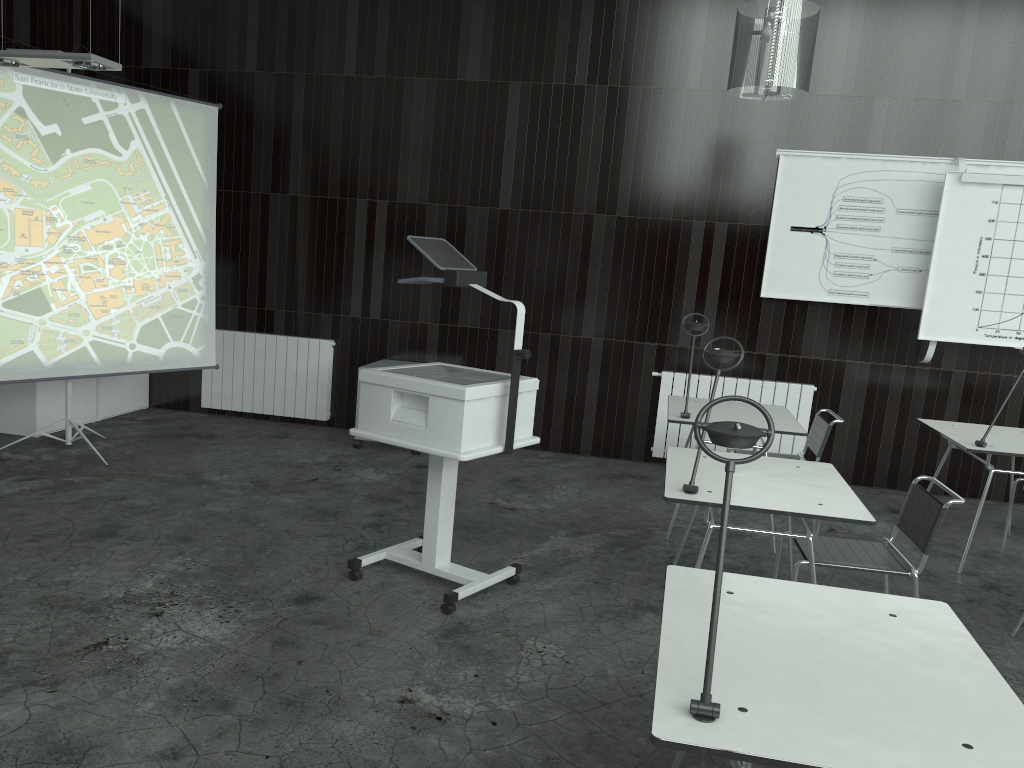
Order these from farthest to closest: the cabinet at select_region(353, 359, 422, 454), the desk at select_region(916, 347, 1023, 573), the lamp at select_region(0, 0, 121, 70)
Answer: the cabinet at select_region(353, 359, 422, 454), the desk at select_region(916, 347, 1023, 573), the lamp at select_region(0, 0, 121, 70)

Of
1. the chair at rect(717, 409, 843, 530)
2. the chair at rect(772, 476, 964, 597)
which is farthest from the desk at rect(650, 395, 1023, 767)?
the chair at rect(717, 409, 843, 530)

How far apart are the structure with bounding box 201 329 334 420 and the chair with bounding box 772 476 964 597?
4.2m

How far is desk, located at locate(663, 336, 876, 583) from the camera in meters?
3.0 m

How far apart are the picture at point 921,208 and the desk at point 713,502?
2.6m

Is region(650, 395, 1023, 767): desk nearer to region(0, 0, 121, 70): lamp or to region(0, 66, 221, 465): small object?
region(0, 0, 121, 70): lamp

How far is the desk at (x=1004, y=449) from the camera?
4.4m

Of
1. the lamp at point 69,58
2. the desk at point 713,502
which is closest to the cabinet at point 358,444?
the lamp at point 69,58

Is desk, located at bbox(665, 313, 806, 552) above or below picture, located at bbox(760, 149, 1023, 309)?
below

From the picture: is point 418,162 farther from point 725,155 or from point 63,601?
point 63,601
